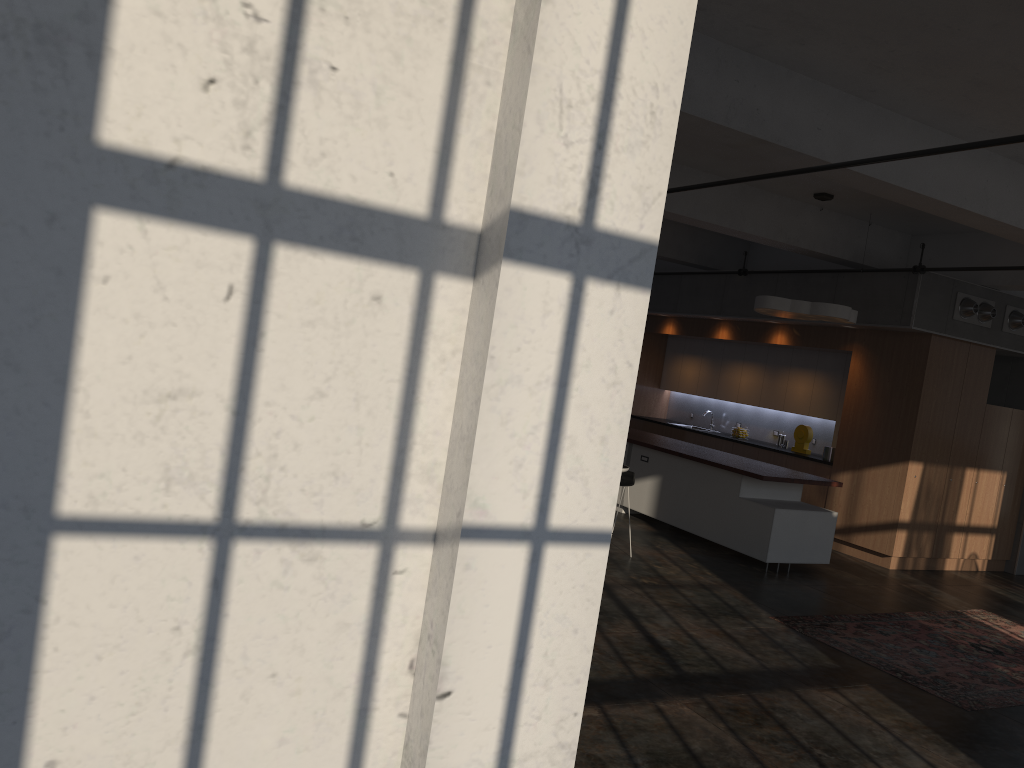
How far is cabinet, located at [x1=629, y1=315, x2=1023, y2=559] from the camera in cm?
990

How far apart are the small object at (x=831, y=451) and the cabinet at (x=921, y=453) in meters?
0.2 m

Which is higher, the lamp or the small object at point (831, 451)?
the lamp

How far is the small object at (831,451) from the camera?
11.02m

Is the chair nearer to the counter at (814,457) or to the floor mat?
the floor mat

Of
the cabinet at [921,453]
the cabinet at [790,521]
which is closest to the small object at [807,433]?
the cabinet at [921,453]

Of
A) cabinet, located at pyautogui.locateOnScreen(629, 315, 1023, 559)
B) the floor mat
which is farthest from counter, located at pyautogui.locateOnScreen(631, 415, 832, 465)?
the floor mat

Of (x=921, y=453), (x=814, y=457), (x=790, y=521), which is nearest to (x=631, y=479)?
(x=790, y=521)

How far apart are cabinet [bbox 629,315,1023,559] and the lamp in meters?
1.2

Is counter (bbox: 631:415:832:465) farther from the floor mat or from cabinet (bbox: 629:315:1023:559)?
the floor mat
